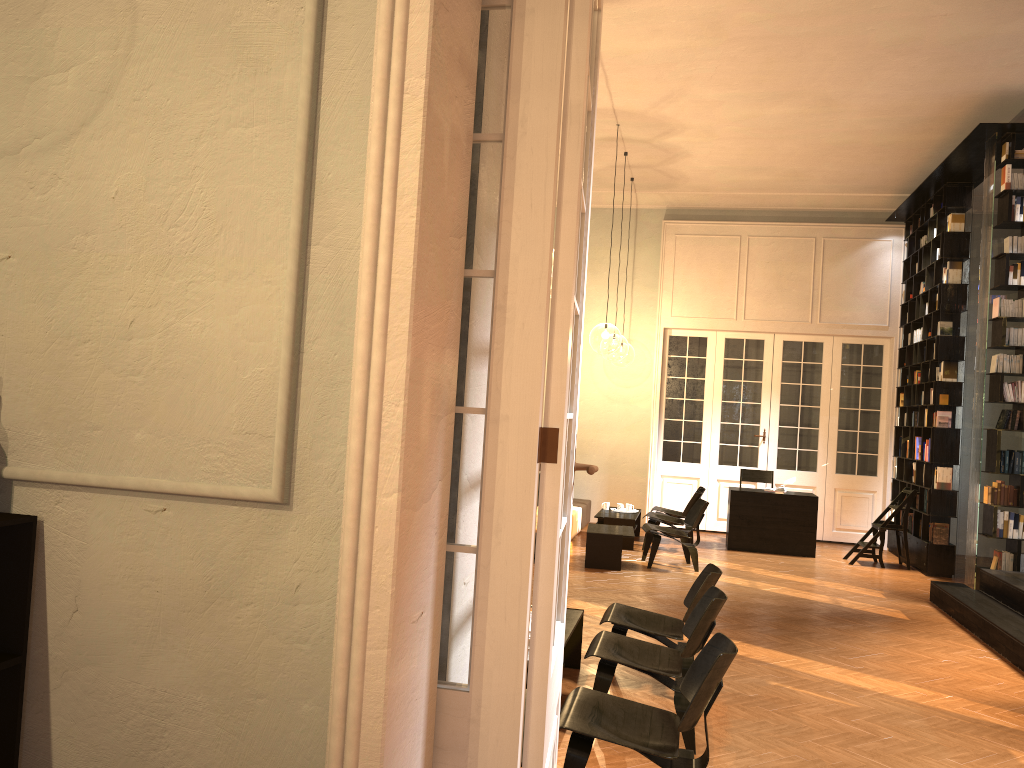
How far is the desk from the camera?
12.1 meters

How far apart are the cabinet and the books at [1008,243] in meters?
9.7

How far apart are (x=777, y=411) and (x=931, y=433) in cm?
296

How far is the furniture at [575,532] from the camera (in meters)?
12.43

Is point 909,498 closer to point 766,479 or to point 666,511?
point 766,479

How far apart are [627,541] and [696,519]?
1.56m

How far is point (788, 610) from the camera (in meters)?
8.49

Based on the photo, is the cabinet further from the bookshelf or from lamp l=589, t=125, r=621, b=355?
lamp l=589, t=125, r=621, b=355

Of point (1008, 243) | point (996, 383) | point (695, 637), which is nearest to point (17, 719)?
point (695, 637)

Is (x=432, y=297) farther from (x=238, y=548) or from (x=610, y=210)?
(x=610, y=210)
